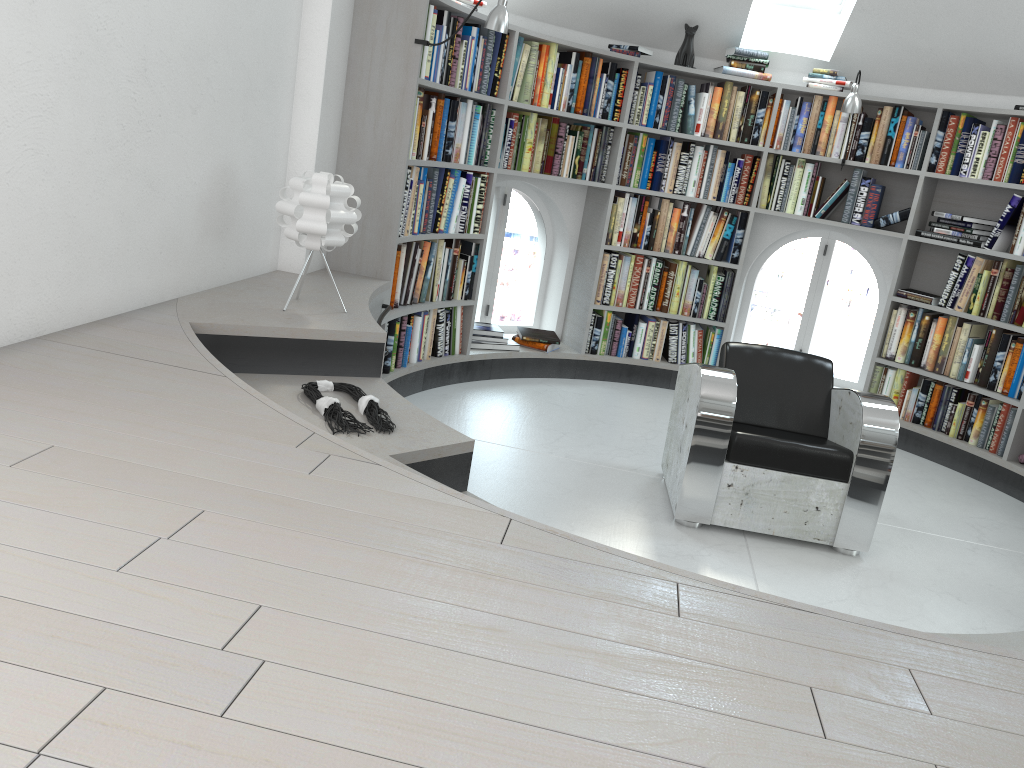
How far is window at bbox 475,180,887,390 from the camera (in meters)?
6.07

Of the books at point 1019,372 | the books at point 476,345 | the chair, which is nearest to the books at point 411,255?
the books at point 476,345

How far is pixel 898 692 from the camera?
1.4 meters

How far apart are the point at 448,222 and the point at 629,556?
3.3m

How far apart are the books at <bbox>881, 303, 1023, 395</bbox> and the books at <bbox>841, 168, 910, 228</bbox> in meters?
0.5 m

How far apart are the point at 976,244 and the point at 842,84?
1.3m

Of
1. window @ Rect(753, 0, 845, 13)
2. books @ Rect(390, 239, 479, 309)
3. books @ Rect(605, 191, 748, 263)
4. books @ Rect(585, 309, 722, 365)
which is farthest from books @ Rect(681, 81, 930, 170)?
books @ Rect(390, 239, 479, 309)

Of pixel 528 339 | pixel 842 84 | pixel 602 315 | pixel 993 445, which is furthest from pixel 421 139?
pixel 993 445

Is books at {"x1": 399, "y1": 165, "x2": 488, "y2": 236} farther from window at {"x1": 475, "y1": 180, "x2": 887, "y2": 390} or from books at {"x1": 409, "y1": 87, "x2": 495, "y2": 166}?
window at {"x1": 475, "y1": 180, "x2": 887, "y2": 390}

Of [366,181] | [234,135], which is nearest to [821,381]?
[366,181]
